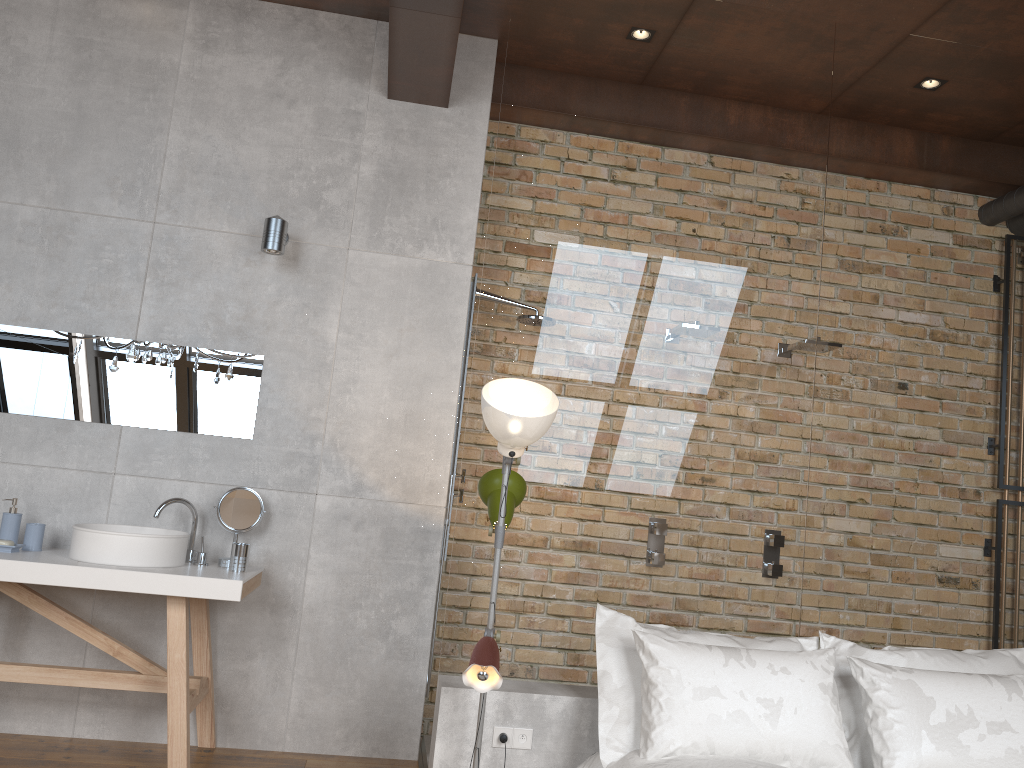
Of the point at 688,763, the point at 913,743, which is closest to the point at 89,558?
the point at 688,763

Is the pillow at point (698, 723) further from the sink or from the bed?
the sink

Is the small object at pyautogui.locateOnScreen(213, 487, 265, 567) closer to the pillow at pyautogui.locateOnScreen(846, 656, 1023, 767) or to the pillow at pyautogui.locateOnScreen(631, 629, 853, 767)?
the pillow at pyautogui.locateOnScreen(631, 629, 853, 767)

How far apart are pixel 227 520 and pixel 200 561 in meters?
0.2

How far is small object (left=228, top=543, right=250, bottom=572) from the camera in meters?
3.6 m

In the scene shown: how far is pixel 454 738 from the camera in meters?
3.1 m

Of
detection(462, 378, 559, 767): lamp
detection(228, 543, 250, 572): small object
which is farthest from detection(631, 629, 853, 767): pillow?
detection(228, 543, 250, 572): small object

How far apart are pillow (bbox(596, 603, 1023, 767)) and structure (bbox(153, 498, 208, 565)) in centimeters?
167cm

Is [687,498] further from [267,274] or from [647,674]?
[267,274]

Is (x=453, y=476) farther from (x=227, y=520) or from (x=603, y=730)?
(x=603, y=730)
